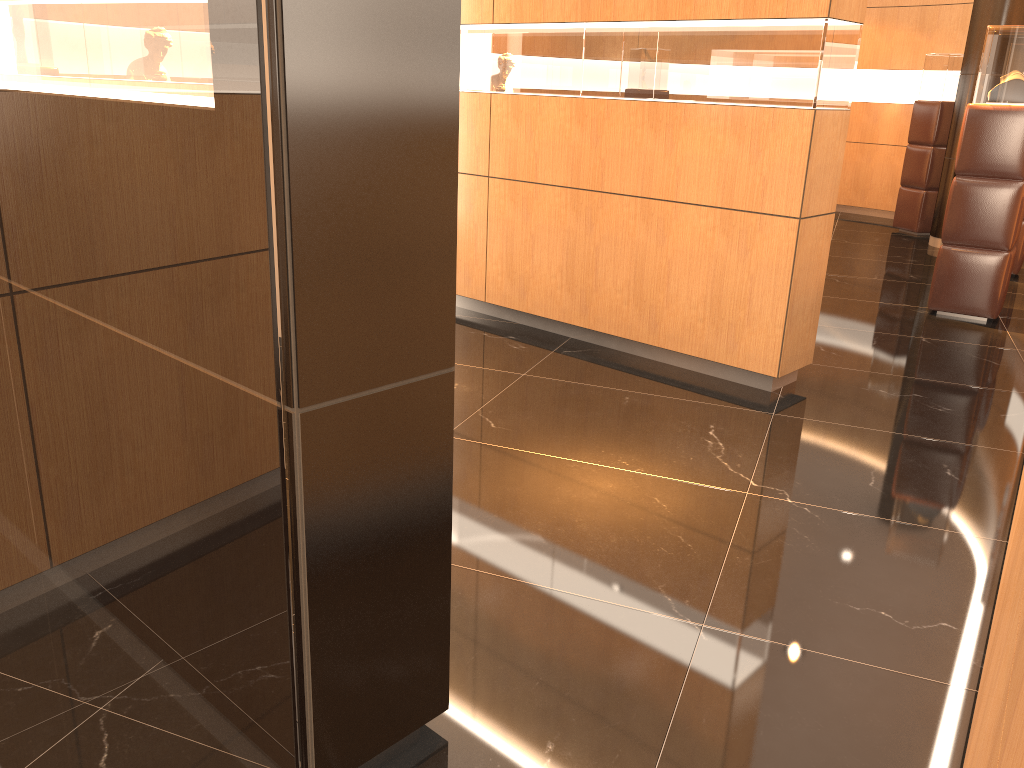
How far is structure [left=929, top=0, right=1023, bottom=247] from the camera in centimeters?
867cm

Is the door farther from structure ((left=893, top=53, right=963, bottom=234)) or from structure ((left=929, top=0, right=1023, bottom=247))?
structure ((left=893, top=53, right=963, bottom=234))

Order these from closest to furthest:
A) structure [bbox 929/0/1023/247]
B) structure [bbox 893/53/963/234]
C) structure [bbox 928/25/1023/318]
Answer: structure [bbox 928/25/1023/318] < structure [bbox 929/0/1023/247] < structure [bbox 893/53/963/234]

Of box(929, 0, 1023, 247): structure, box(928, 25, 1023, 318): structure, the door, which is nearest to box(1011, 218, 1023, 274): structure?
box(929, 0, 1023, 247): structure

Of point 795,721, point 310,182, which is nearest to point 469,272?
point 795,721

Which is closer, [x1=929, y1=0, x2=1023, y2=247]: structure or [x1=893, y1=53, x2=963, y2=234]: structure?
[x1=929, y1=0, x2=1023, y2=247]: structure

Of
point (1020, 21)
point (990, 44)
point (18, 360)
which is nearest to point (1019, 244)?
point (1020, 21)

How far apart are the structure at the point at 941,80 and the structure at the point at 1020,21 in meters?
0.7 m

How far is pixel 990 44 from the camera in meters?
6.0

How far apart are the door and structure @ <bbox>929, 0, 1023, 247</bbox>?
9.5m
